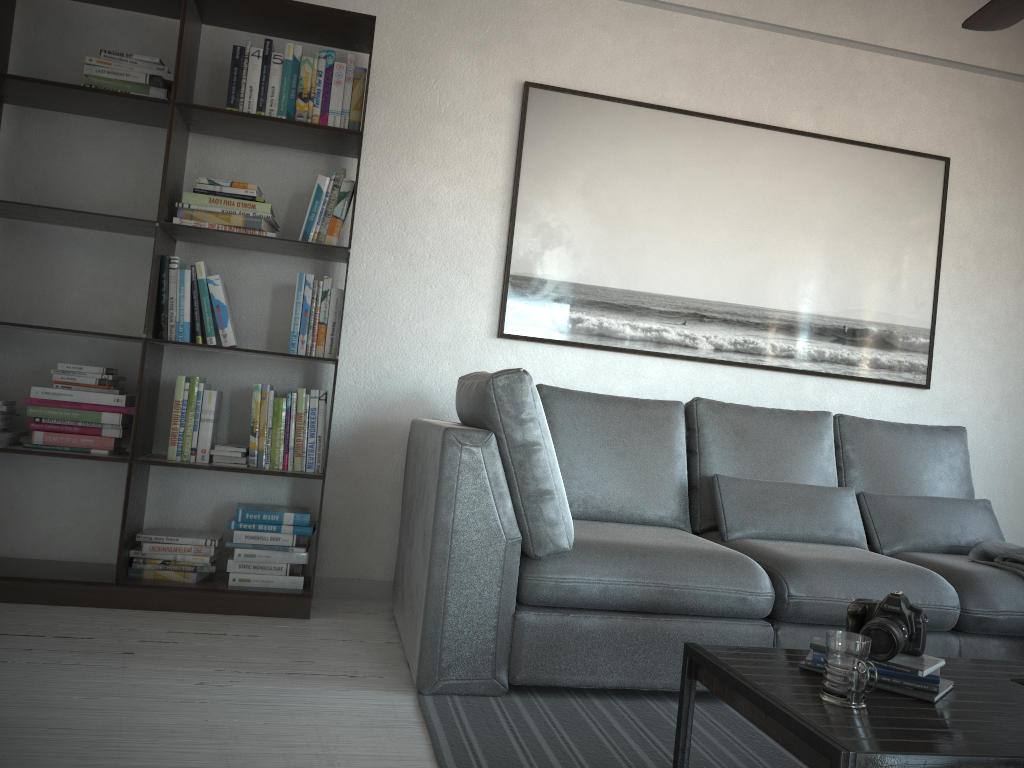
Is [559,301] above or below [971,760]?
above

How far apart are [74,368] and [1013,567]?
3.16m

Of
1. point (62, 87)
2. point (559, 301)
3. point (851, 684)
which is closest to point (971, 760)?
point (851, 684)

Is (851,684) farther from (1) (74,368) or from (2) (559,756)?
(1) (74,368)

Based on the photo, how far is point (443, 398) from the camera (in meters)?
3.51

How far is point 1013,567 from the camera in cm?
286

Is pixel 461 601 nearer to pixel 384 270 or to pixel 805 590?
pixel 805 590

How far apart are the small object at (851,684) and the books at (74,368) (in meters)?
1.97

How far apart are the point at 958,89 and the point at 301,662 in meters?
3.7 m

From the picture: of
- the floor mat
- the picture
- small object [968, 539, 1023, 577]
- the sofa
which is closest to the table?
the floor mat
